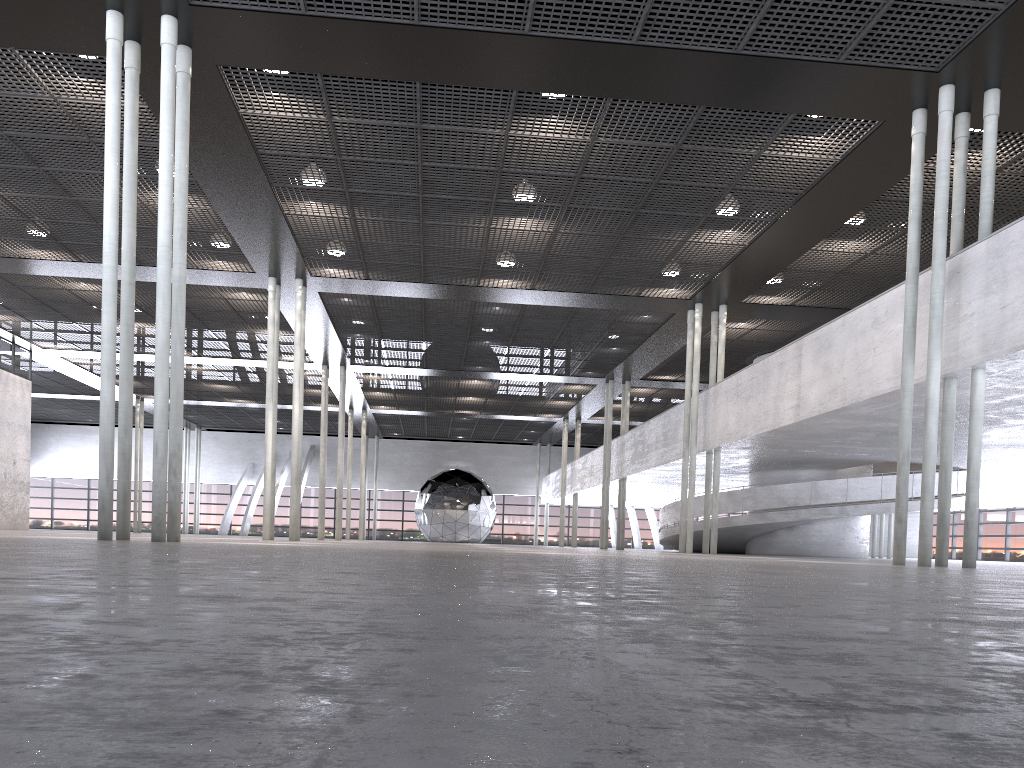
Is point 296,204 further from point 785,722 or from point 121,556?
point 785,722
